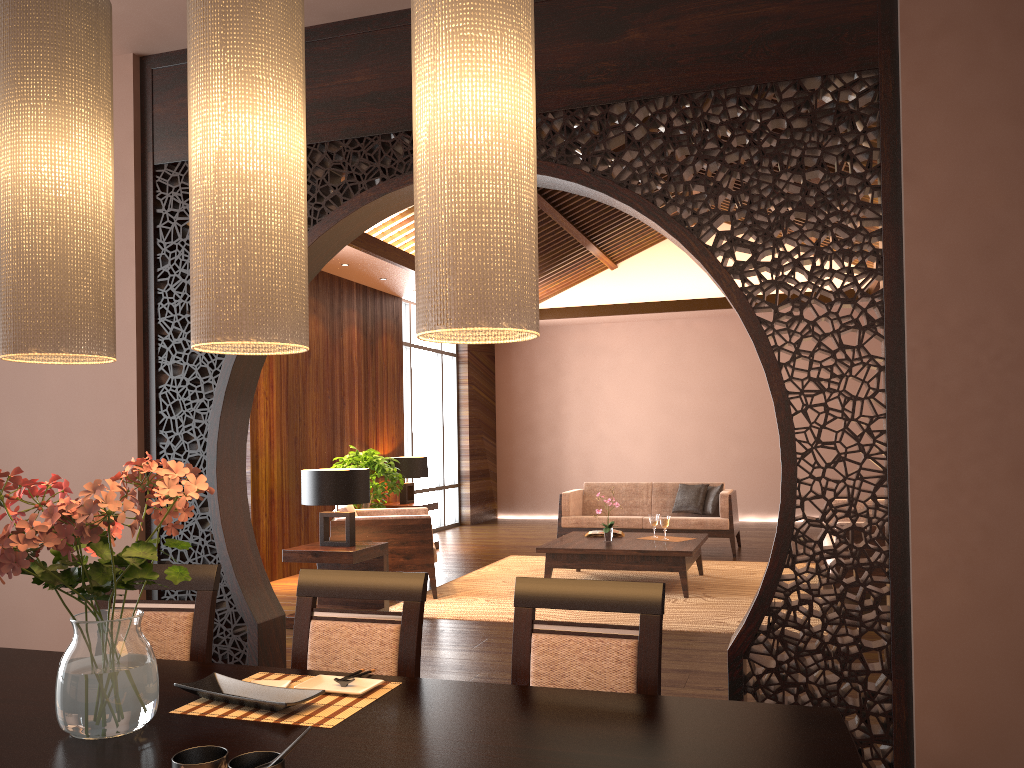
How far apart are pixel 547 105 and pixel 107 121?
1.83m

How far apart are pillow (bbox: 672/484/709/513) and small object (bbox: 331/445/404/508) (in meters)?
2.98

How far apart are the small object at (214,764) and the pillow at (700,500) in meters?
7.9 m

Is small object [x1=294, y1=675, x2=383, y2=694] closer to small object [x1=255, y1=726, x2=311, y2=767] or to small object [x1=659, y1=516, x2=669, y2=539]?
small object [x1=255, y1=726, x2=311, y2=767]

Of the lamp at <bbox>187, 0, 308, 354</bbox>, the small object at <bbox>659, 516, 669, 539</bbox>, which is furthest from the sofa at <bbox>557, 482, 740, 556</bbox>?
the lamp at <bbox>187, 0, 308, 354</bbox>

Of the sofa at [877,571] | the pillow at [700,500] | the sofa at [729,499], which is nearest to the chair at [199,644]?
the sofa at [877,571]

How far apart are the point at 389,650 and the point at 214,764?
0.8m

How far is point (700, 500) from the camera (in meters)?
9.00

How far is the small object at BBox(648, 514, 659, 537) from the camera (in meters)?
7.19

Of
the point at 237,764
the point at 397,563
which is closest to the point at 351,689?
the point at 237,764
